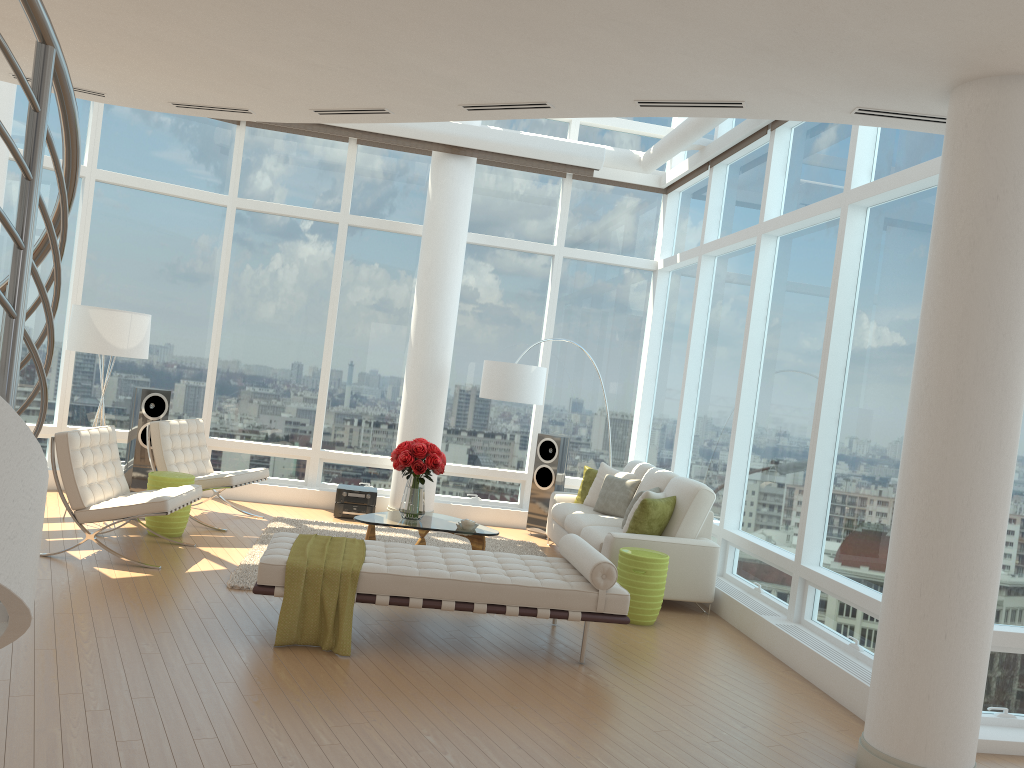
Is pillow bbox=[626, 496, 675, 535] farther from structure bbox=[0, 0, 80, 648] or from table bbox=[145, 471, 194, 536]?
structure bbox=[0, 0, 80, 648]

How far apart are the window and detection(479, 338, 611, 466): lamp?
1.3m

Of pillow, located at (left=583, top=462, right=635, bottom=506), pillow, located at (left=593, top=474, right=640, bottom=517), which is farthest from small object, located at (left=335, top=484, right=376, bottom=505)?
pillow, located at (left=593, top=474, right=640, bottom=517)

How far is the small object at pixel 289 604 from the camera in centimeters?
513cm

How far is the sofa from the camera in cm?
716

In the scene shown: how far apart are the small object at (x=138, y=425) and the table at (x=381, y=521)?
3.03m

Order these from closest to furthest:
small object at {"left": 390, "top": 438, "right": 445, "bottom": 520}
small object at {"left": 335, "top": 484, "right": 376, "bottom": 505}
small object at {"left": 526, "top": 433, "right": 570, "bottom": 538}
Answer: small object at {"left": 390, "top": 438, "right": 445, "bottom": 520}
small object at {"left": 335, "top": 484, "right": 376, "bottom": 505}
small object at {"left": 526, "top": 433, "right": 570, "bottom": 538}

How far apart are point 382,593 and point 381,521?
2.2m

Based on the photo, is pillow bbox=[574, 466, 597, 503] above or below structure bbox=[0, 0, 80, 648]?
below

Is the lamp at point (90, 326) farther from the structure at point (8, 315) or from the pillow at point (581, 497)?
the structure at point (8, 315)
